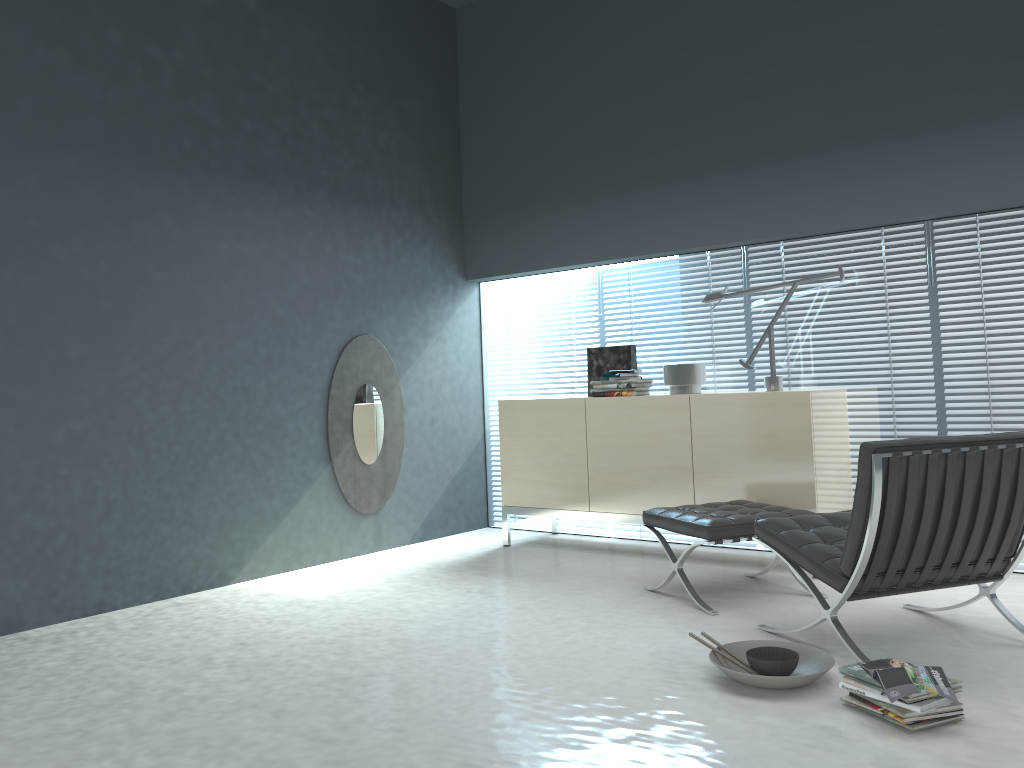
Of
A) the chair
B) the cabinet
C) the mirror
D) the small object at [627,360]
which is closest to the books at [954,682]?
the chair

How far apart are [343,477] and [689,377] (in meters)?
2.09

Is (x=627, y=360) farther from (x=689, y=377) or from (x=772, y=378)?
(x=772, y=378)

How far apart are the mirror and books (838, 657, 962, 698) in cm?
328

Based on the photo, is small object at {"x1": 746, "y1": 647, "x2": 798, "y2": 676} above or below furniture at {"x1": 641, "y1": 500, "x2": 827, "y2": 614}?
below

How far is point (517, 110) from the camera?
5.8m

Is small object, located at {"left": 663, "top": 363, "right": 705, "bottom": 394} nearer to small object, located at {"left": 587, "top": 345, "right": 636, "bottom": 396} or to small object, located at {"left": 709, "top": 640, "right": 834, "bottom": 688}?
small object, located at {"left": 587, "top": 345, "right": 636, "bottom": 396}

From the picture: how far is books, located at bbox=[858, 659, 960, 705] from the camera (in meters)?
2.41

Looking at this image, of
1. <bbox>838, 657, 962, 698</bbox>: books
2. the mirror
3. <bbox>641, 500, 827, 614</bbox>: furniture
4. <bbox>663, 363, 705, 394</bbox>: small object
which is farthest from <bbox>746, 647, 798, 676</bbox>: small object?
the mirror

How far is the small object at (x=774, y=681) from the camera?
2.70m
